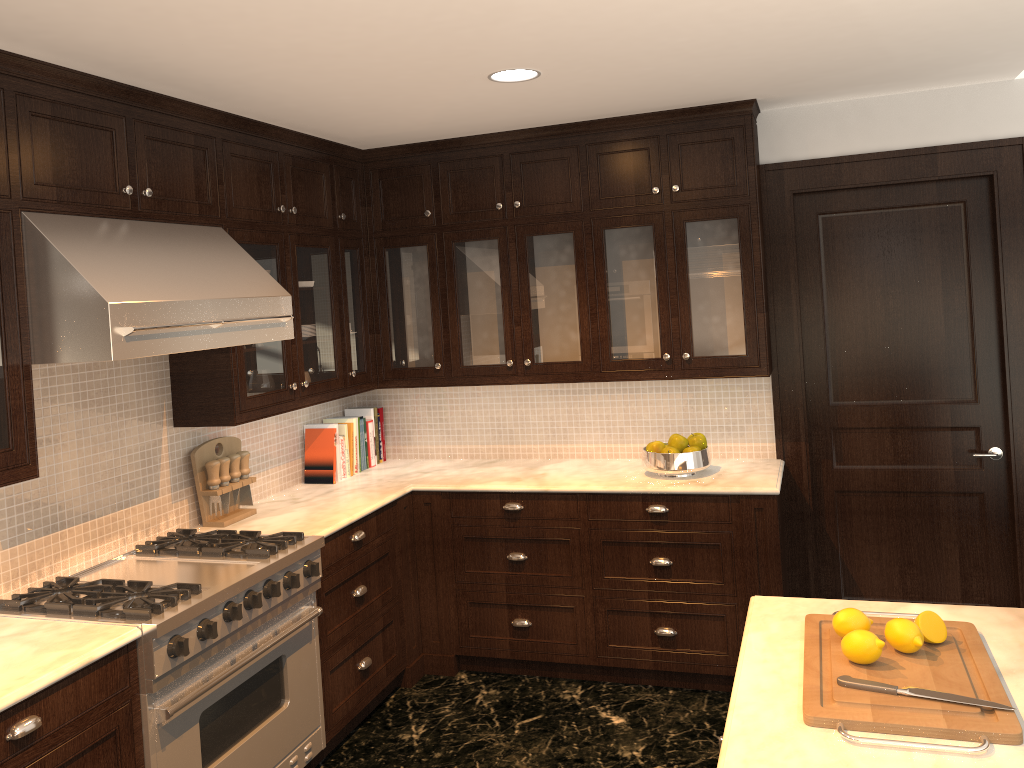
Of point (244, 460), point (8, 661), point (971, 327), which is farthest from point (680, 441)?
point (8, 661)

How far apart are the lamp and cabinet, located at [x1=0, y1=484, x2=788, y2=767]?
1.83m

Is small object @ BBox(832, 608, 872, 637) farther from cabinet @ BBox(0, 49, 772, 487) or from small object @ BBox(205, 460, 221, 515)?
small object @ BBox(205, 460, 221, 515)

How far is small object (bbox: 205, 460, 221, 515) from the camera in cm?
366

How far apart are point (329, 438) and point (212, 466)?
0.8m

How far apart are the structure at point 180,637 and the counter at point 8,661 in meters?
0.0

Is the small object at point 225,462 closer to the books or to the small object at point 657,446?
the books

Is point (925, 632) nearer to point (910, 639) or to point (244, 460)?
point (910, 639)

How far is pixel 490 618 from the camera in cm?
426

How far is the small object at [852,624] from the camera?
2.08m
